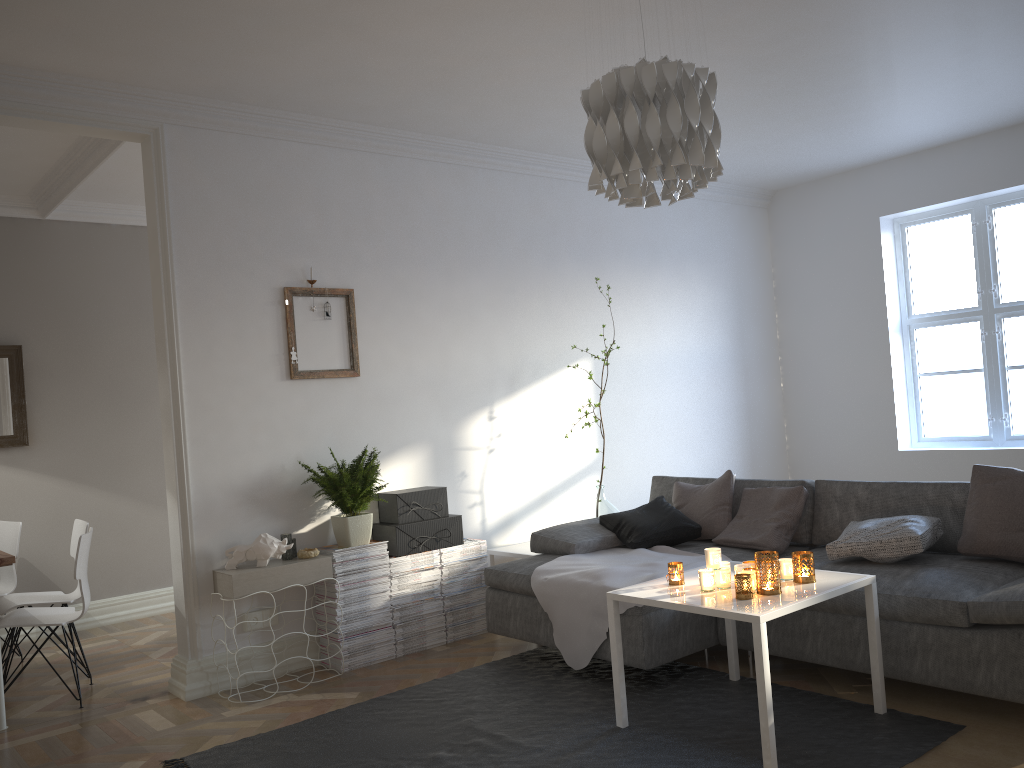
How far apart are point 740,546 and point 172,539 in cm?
275

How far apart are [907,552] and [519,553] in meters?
2.0

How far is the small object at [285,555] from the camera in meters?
4.2 m

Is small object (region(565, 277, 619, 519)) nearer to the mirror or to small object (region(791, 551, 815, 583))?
small object (region(791, 551, 815, 583))

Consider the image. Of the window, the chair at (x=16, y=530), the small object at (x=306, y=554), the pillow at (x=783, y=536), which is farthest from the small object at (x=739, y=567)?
the chair at (x=16, y=530)

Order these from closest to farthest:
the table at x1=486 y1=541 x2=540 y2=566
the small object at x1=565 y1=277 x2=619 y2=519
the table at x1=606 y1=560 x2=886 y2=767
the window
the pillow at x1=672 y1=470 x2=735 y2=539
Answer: the table at x1=606 y1=560 x2=886 y2=767 → the pillow at x1=672 y1=470 x2=735 y2=539 → the table at x1=486 y1=541 x2=540 y2=566 → the small object at x1=565 y1=277 x2=619 y2=519 → the window

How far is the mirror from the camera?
5.5m

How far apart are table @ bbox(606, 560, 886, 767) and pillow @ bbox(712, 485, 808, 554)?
0.7 meters

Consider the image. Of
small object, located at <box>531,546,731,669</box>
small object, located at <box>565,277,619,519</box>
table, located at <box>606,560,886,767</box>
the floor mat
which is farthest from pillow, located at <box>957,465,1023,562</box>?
small object, located at <box>565,277,619,519</box>

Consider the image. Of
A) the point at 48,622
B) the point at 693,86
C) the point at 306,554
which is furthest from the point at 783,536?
the point at 48,622
